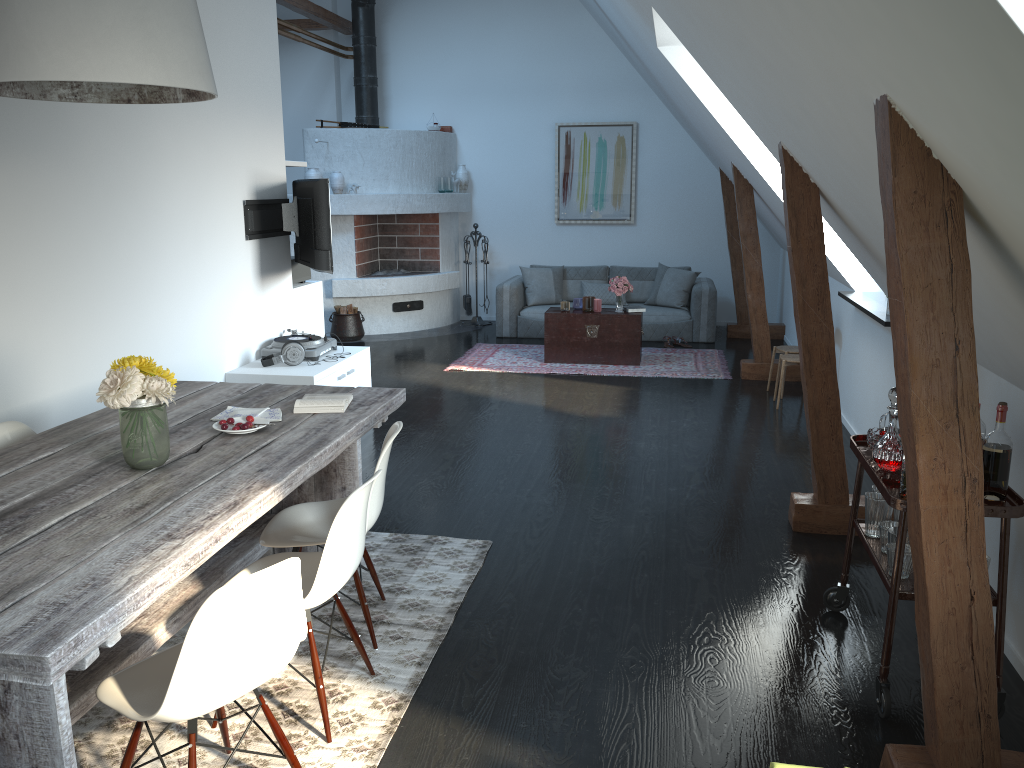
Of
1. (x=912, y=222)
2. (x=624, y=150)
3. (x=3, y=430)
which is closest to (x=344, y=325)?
(x=624, y=150)

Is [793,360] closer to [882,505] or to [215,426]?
[882,505]

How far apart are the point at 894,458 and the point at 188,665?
2.3m

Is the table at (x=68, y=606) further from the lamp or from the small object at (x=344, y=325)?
the small object at (x=344, y=325)

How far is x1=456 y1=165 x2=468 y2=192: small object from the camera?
10.8 meters

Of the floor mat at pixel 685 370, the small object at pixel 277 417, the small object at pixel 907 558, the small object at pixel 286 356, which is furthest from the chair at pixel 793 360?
the small object at pixel 277 417

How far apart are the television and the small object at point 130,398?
3.1m

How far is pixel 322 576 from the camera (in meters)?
2.63

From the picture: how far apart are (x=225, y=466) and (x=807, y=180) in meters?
2.8 m

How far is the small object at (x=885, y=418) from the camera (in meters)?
3.28
